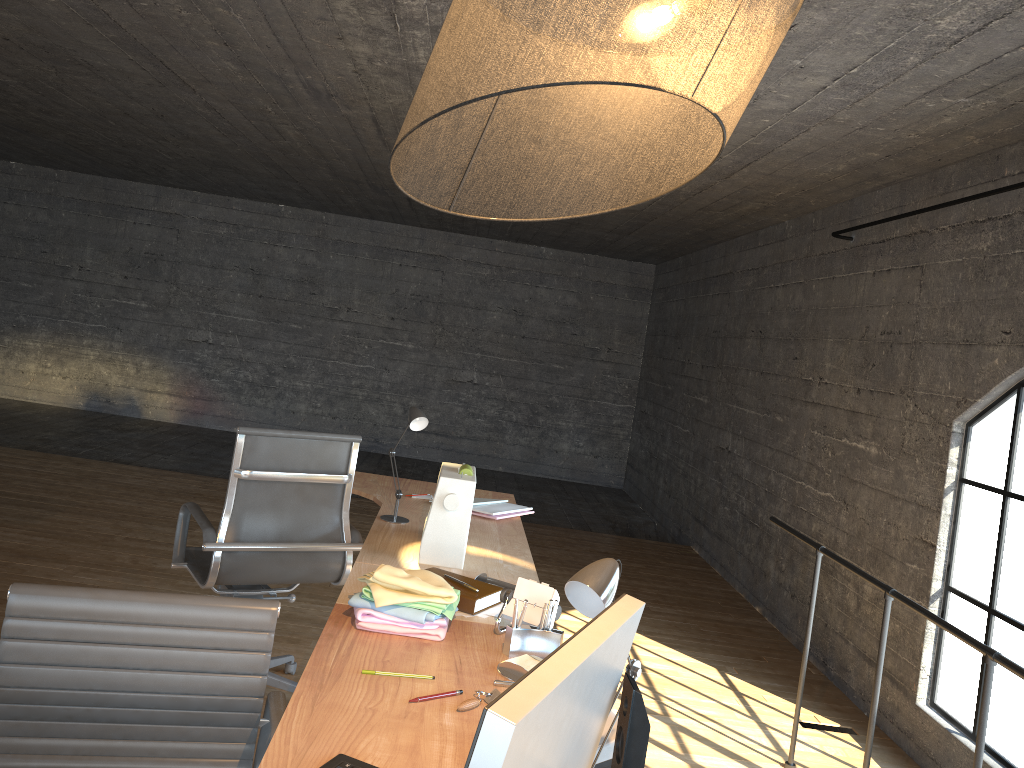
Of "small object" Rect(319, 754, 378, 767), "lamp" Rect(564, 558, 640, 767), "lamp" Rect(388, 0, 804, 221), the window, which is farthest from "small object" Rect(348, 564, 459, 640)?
the window

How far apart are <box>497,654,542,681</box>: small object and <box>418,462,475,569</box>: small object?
0.7 meters

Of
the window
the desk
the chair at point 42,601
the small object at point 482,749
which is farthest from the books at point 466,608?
the window

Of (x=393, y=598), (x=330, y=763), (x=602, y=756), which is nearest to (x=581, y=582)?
(x=602, y=756)

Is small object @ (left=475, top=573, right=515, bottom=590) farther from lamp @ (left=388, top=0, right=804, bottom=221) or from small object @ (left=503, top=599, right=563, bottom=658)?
lamp @ (left=388, top=0, right=804, bottom=221)

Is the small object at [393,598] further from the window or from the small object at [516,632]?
the window

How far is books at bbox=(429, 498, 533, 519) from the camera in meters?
3.5

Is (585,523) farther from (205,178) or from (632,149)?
(632,149)

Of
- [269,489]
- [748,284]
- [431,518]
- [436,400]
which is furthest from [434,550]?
[436,400]

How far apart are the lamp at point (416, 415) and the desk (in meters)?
0.03
